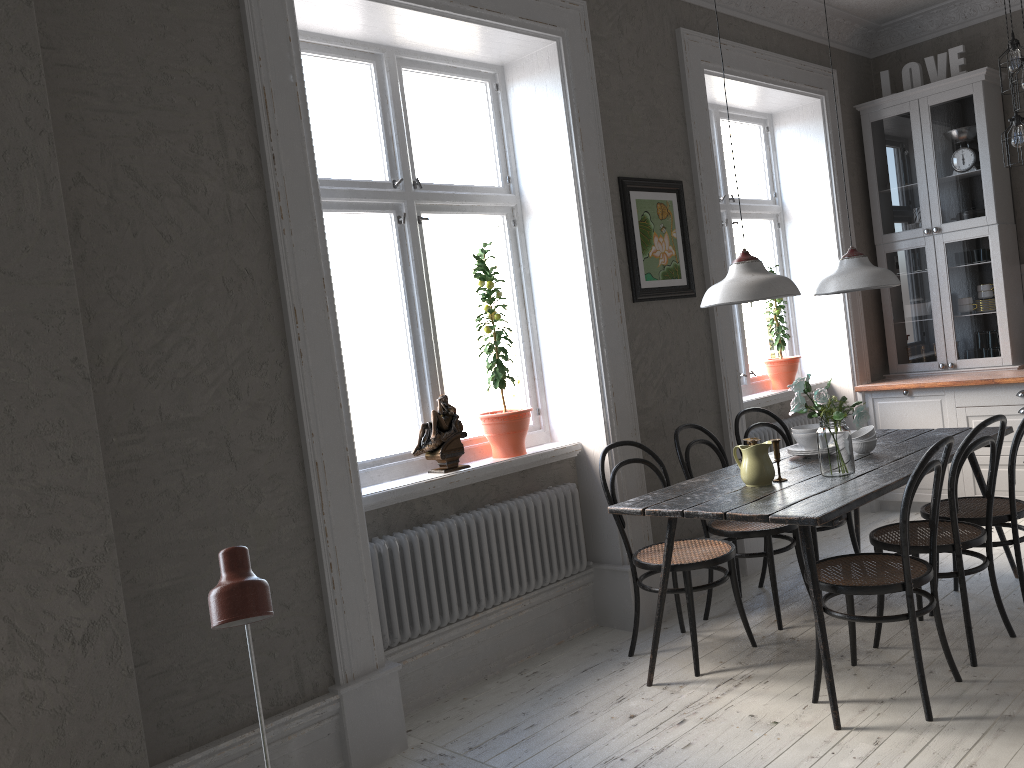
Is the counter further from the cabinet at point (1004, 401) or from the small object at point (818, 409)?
the small object at point (818, 409)

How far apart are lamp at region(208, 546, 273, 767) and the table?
1.9m

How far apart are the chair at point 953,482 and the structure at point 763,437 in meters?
1.5

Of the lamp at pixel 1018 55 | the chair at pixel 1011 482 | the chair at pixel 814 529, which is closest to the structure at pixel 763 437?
the chair at pixel 814 529

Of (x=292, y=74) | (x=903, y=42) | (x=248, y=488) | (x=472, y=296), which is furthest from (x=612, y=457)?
(x=472, y=296)

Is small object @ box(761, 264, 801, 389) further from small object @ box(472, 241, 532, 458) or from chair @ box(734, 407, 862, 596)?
small object @ box(472, 241, 532, 458)

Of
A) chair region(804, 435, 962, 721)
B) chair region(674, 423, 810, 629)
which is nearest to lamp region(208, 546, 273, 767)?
chair region(804, 435, 962, 721)

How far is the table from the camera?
2.96m

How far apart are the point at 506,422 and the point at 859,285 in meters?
1.6

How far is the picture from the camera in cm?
434
